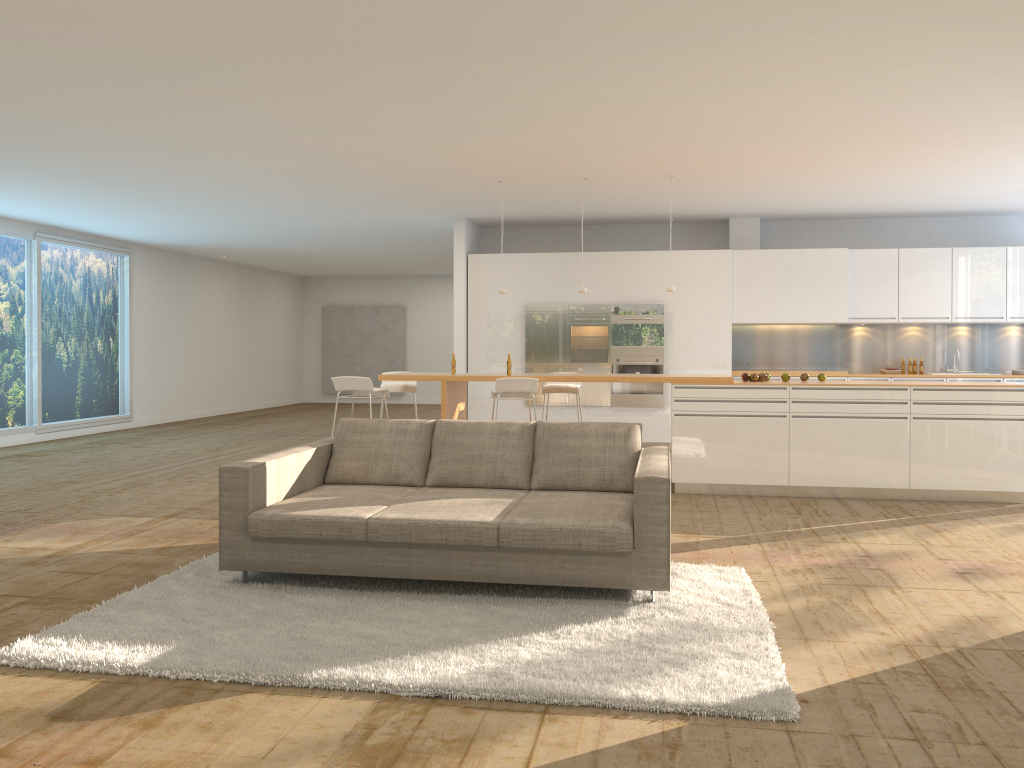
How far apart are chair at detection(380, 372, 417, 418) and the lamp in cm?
135

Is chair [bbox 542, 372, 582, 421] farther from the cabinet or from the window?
the window

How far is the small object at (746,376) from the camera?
8.13m

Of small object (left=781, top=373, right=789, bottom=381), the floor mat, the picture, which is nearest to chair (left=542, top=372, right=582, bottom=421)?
small object (left=781, top=373, right=789, bottom=381)

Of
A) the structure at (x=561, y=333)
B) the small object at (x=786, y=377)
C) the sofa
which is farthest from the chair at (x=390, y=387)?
the small object at (x=786, y=377)

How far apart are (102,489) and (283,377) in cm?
1209

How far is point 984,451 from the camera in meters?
7.5 m

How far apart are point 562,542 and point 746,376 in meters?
4.3 m

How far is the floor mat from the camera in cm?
336

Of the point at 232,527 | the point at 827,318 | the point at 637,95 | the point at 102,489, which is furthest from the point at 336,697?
the point at 827,318
